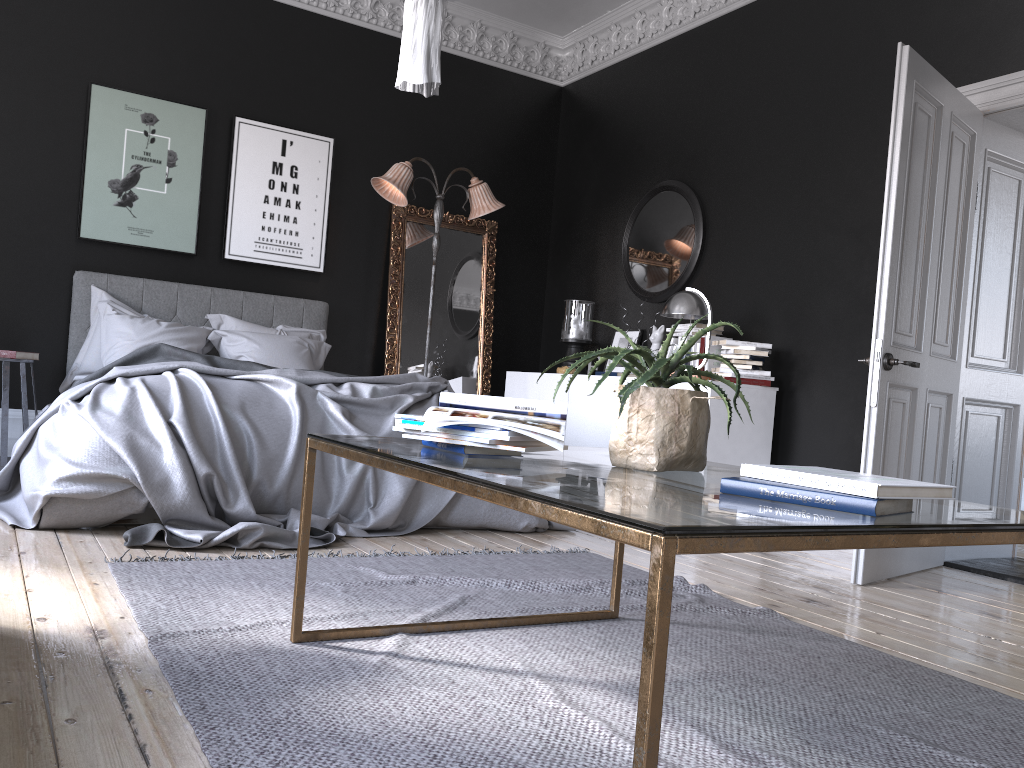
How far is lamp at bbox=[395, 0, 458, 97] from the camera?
3.4m

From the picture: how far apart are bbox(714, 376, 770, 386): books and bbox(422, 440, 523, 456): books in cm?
368

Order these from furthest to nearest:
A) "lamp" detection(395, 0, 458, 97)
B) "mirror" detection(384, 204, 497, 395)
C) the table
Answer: "mirror" detection(384, 204, 497, 395), "lamp" detection(395, 0, 458, 97), the table

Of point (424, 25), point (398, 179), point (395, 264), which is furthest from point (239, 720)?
point (395, 264)

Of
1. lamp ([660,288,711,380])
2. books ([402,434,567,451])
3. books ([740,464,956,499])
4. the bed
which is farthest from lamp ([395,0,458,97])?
lamp ([660,288,711,380])

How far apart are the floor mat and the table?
0.0m

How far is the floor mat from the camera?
1.80m

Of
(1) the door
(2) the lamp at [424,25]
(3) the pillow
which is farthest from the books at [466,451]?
(3) the pillow

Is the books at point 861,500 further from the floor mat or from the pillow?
the pillow

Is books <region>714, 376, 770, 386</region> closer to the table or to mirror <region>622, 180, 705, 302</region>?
mirror <region>622, 180, 705, 302</region>
